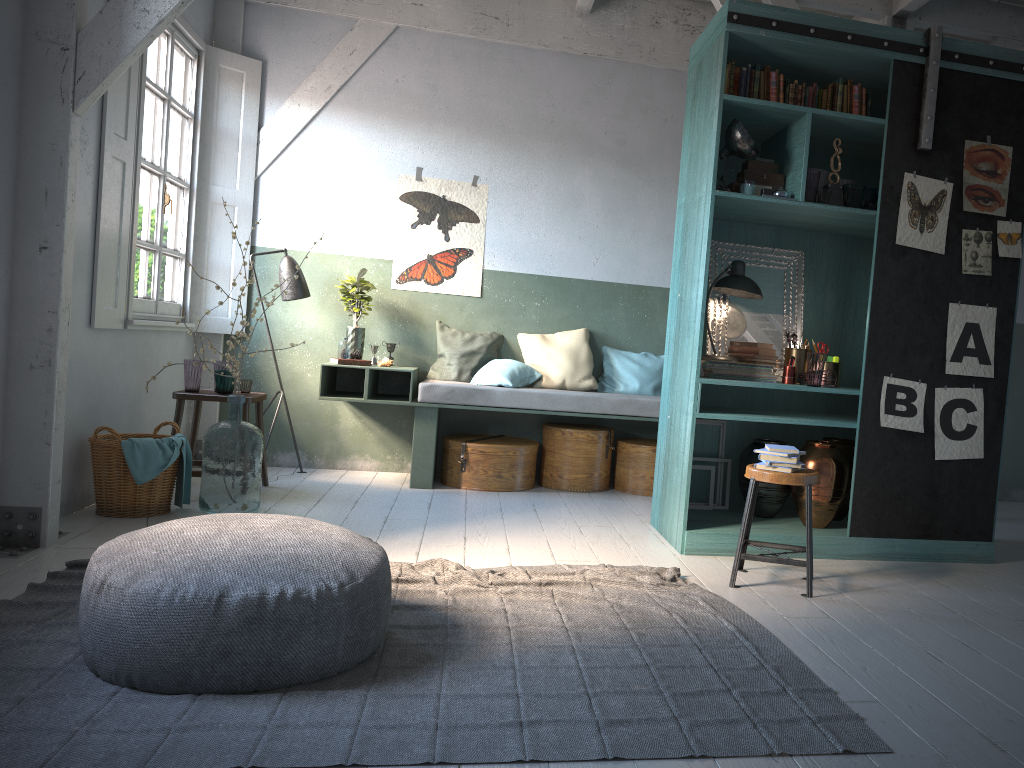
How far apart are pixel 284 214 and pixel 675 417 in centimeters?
405cm

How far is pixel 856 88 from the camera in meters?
5.4 m

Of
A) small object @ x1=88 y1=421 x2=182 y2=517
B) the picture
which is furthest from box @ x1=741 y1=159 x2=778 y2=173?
small object @ x1=88 y1=421 x2=182 y2=517

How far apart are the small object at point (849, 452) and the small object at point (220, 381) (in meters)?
4.25

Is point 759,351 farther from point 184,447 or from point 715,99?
point 184,447

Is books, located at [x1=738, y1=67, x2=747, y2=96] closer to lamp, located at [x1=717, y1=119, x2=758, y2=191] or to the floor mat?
lamp, located at [x1=717, y1=119, x2=758, y2=191]

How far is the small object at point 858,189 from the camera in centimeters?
526cm

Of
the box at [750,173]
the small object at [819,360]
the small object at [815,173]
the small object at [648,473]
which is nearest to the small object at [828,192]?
the small object at [815,173]

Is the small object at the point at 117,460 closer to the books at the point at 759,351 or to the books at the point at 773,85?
the books at the point at 759,351

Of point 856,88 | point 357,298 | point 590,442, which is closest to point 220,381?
point 357,298
